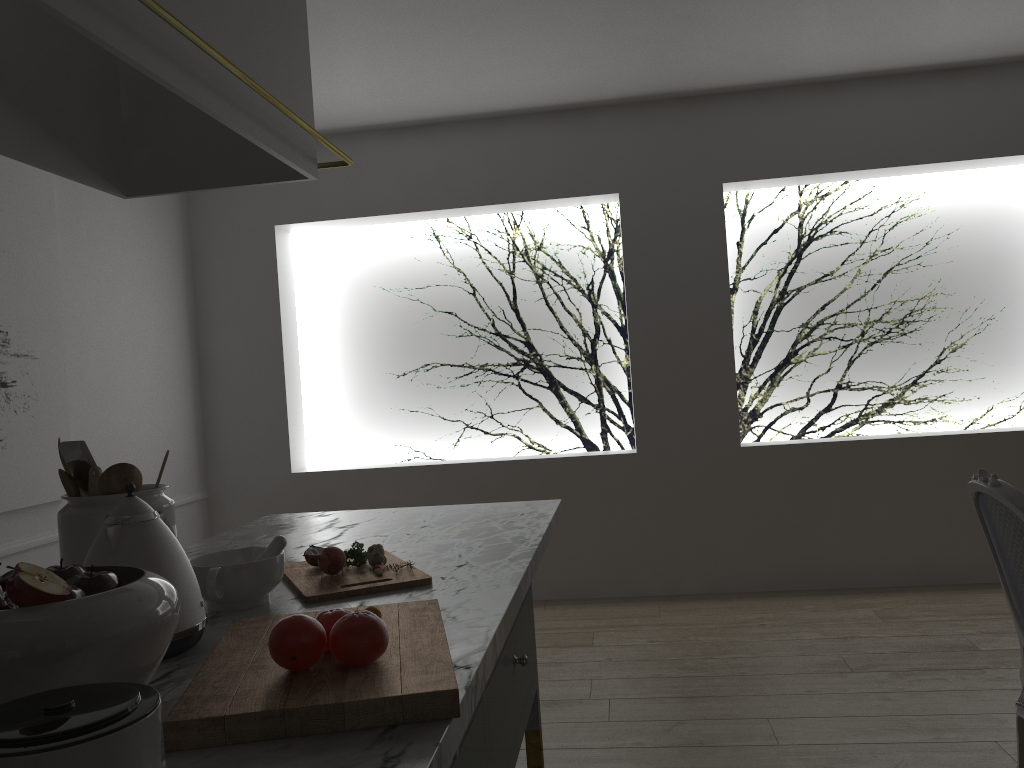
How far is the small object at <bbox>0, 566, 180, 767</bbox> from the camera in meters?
0.7

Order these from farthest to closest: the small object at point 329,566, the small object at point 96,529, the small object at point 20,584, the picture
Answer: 1. the picture
2. the small object at point 329,566
3. the small object at point 96,529
4. the small object at point 20,584

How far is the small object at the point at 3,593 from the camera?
0.9m

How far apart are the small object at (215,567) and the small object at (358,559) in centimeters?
17cm

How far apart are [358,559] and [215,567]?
0.3m

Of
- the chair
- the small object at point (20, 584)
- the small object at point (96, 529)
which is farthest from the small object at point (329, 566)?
the chair

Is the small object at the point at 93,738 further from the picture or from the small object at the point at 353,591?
the picture

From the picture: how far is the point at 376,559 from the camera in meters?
1.6 m

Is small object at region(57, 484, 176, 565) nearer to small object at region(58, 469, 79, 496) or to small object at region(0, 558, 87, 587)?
small object at region(58, 469, 79, 496)

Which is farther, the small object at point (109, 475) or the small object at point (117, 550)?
the small object at point (109, 475)
